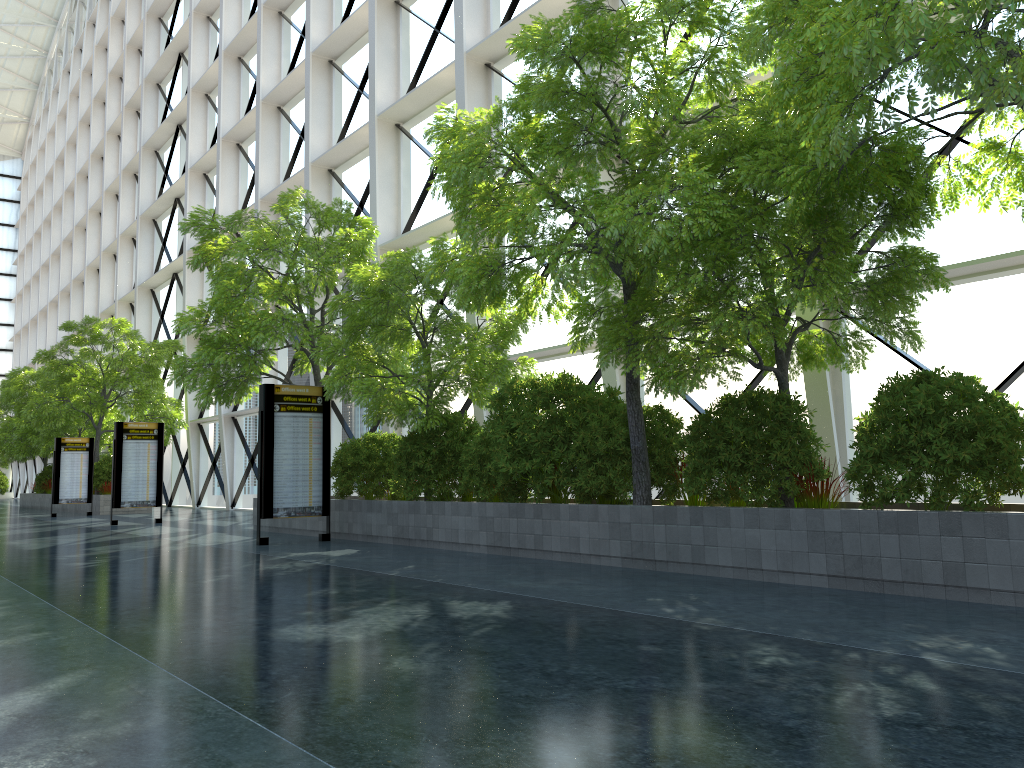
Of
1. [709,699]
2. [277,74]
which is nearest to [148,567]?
[709,699]

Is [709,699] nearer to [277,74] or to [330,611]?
[330,611]
